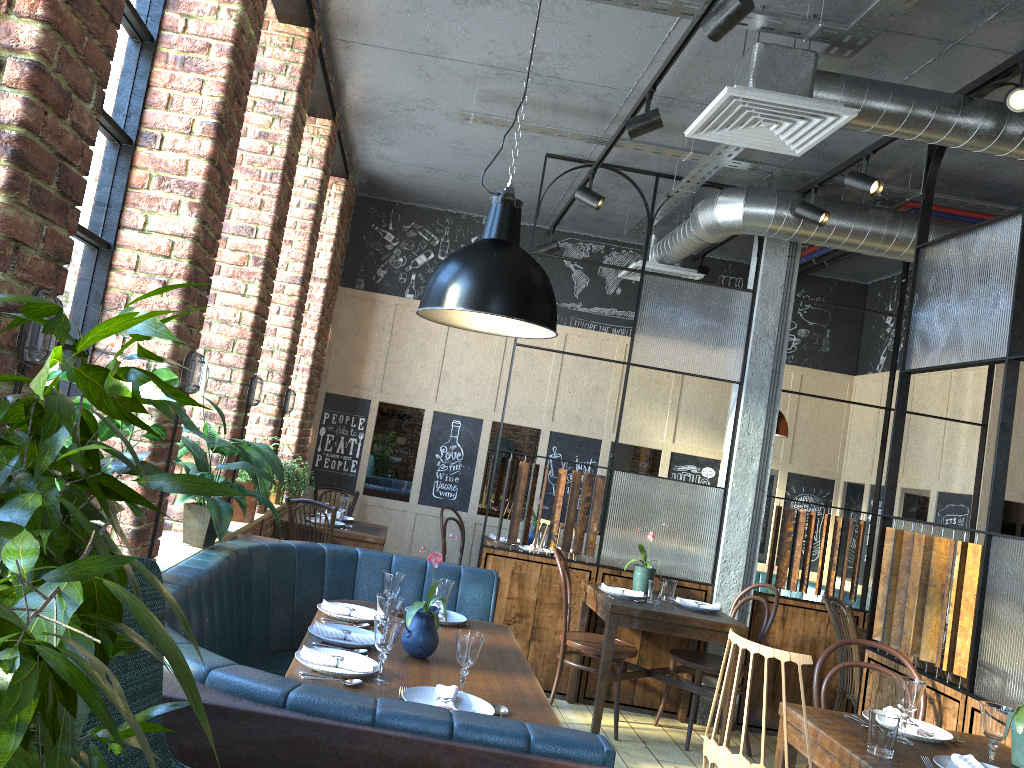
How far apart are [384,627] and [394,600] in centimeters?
36cm

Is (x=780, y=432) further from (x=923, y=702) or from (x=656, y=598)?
(x=923, y=702)

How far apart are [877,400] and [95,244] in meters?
6.2

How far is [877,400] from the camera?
7.1 meters

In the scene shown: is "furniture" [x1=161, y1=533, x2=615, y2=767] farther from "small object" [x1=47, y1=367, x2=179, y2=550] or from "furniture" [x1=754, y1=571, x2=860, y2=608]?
"furniture" [x1=754, y1=571, x2=860, y2=608]

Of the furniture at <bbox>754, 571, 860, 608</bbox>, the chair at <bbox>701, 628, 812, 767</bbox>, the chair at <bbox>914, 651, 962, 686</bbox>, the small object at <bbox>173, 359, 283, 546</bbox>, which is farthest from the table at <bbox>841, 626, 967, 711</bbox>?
the small object at <bbox>173, 359, 283, 546</bbox>

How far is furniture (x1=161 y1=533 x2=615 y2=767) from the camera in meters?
1.8

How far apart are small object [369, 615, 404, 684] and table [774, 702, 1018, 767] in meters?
1.4 m

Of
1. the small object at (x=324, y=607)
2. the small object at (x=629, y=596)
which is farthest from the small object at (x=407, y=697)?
the small object at (x=629, y=596)

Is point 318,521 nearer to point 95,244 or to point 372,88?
point 372,88
